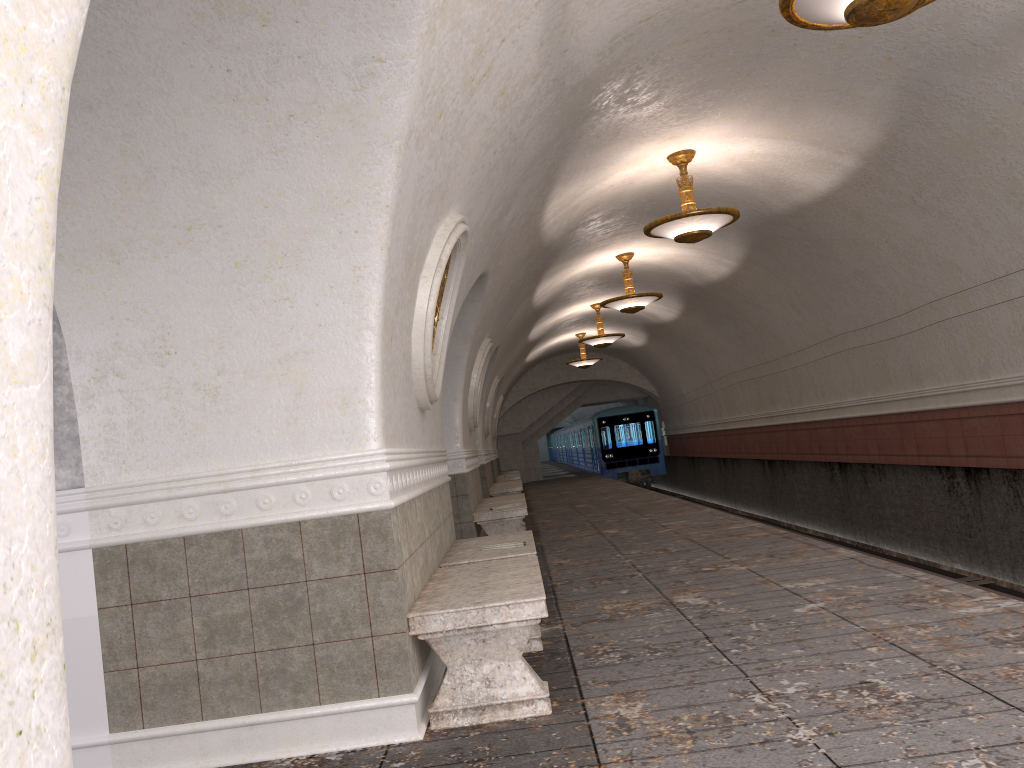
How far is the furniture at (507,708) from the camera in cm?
383

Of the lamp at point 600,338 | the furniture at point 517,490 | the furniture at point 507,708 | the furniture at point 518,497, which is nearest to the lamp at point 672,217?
the furniture at point 518,497

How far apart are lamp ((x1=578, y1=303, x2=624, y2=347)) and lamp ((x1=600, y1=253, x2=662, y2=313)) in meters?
4.3 m

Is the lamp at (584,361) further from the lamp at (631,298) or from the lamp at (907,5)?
the lamp at (907,5)

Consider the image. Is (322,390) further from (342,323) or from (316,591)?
Answer: (316,591)

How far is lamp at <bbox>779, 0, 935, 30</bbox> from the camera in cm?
440

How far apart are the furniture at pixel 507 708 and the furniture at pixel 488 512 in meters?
4.7

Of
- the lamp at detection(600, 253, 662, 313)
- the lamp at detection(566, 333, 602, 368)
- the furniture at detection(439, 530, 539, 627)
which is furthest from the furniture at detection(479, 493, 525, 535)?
the lamp at detection(566, 333, 602, 368)

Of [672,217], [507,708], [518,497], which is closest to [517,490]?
[518,497]

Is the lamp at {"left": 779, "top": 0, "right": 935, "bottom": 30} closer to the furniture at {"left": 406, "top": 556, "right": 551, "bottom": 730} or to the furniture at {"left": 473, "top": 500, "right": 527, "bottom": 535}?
the furniture at {"left": 406, "top": 556, "right": 551, "bottom": 730}
